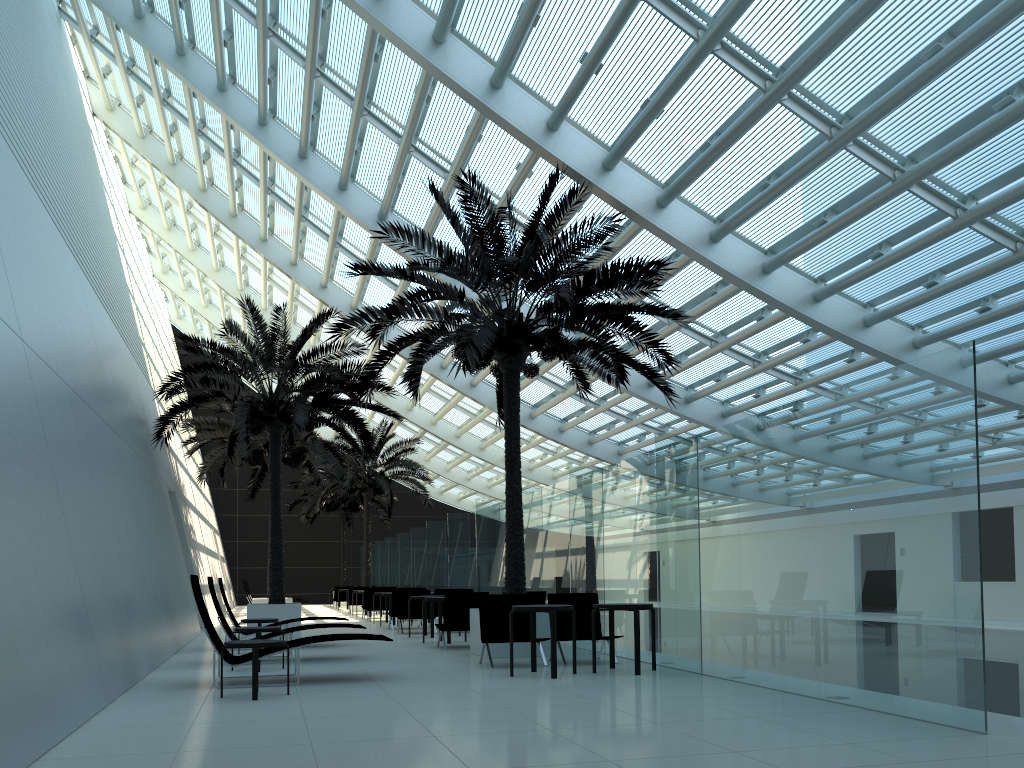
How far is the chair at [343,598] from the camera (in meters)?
33.67

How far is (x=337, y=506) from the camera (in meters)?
37.80

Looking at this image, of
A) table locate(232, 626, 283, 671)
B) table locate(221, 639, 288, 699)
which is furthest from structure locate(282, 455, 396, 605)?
table locate(221, 639, 288, 699)

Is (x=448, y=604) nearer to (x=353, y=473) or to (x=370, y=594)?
(x=370, y=594)

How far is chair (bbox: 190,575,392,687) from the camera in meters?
8.6 m

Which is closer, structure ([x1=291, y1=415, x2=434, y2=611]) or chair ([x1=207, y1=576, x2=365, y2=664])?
chair ([x1=207, y1=576, x2=365, y2=664])

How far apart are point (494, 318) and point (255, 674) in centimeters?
547cm

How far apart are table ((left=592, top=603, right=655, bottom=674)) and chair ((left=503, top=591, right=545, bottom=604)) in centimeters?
393cm

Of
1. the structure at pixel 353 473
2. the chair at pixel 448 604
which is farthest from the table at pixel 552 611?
the structure at pixel 353 473

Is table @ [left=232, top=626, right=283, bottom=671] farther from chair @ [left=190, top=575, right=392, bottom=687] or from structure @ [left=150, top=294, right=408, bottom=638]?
structure @ [left=150, top=294, right=408, bottom=638]
